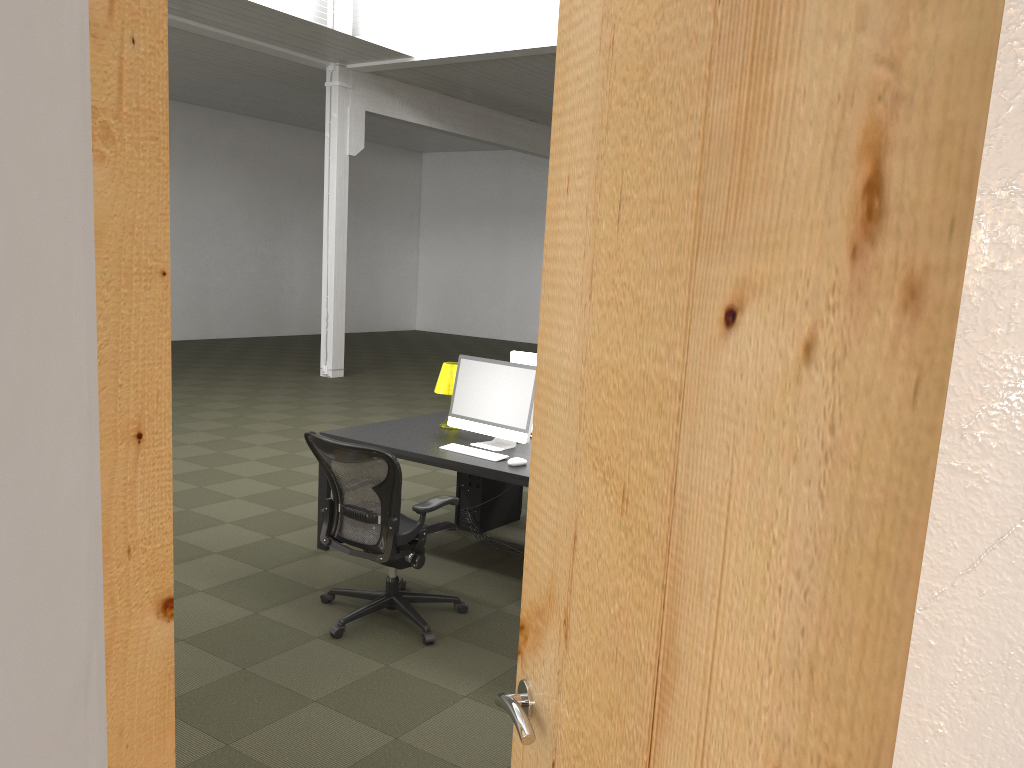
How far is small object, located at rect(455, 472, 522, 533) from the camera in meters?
6.1 m

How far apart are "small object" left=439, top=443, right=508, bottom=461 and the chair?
0.6m

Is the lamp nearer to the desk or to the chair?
the desk

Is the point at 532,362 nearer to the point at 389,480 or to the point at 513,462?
the point at 513,462

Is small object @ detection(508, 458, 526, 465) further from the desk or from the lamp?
the lamp

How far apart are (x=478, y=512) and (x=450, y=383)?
1.0m

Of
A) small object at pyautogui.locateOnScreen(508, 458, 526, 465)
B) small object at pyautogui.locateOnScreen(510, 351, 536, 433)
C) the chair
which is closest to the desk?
small object at pyautogui.locateOnScreen(508, 458, 526, 465)

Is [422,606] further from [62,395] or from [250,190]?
[250,190]

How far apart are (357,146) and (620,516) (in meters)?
12.95

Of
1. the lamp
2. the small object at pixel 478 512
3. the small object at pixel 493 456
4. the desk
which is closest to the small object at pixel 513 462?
the desk
